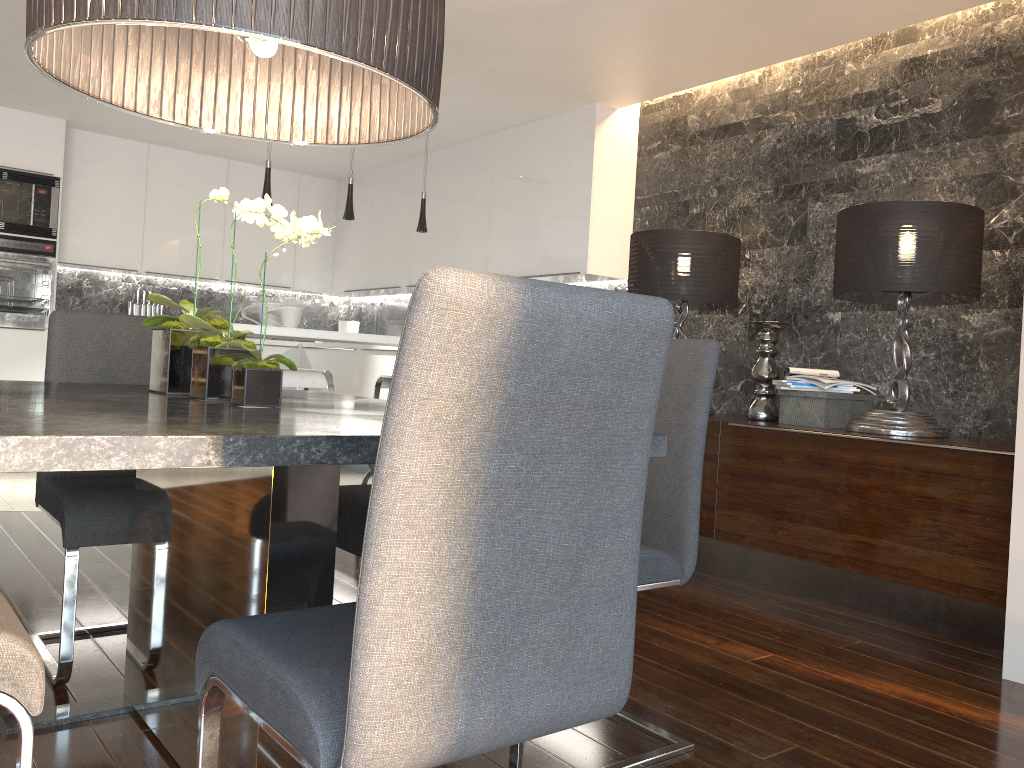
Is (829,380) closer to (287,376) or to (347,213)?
(287,376)

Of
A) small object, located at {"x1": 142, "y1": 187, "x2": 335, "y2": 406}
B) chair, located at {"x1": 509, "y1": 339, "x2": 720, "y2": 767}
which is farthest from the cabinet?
small object, located at {"x1": 142, "y1": 187, "x2": 335, "y2": 406}

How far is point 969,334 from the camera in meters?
3.7 m

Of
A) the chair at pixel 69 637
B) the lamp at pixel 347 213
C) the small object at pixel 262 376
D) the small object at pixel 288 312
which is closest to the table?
the small object at pixel 262 376

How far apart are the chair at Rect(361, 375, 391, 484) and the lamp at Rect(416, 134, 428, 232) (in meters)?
1.26

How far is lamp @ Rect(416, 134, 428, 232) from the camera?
5.31m

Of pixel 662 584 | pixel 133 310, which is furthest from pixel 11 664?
pixel 133 310

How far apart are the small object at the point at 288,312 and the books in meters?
→ 2.4

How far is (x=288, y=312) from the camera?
4.4 meters

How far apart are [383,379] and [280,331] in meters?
0.6 m
